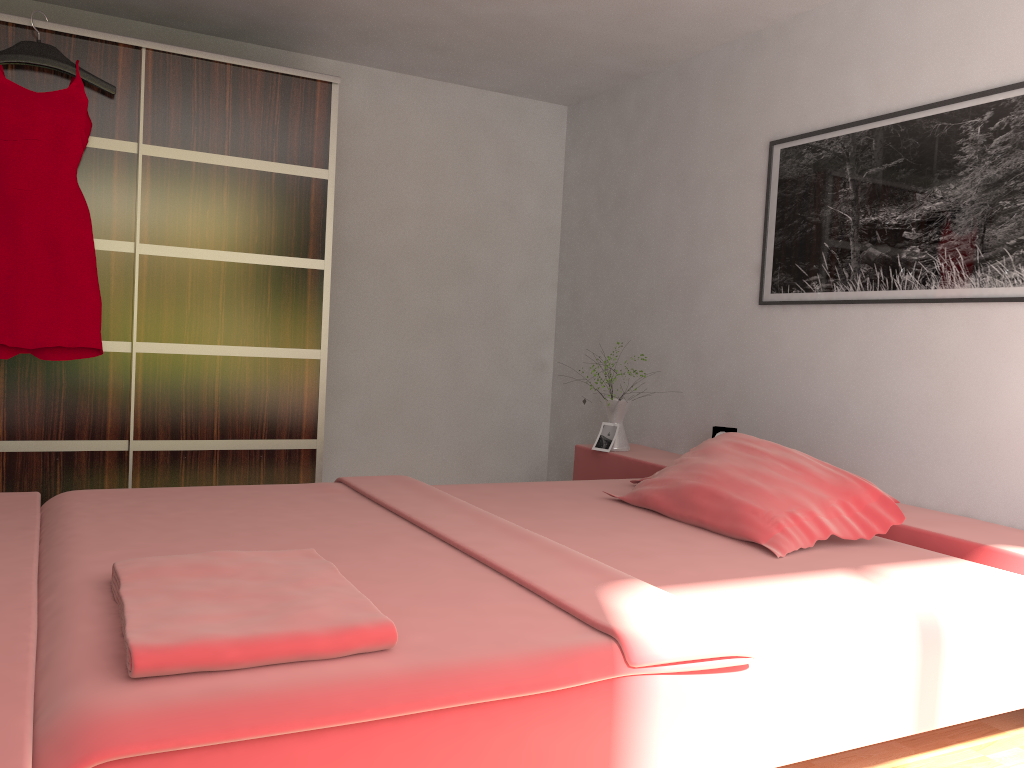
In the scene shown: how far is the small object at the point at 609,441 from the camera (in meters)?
3.93

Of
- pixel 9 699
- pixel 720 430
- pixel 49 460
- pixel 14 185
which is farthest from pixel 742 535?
pixel 14 185

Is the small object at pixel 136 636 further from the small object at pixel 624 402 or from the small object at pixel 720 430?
the small object at pixel 720 430

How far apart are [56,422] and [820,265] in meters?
2.9

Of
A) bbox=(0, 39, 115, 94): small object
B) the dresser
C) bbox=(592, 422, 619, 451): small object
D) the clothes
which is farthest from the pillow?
bbox=(0, 39, 115, 94): small object

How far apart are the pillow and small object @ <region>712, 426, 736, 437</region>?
0.7m

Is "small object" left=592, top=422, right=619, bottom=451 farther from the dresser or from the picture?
the dresser

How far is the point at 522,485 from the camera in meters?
3.1 m

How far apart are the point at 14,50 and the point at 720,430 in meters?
3.0 m

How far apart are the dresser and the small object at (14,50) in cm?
6
